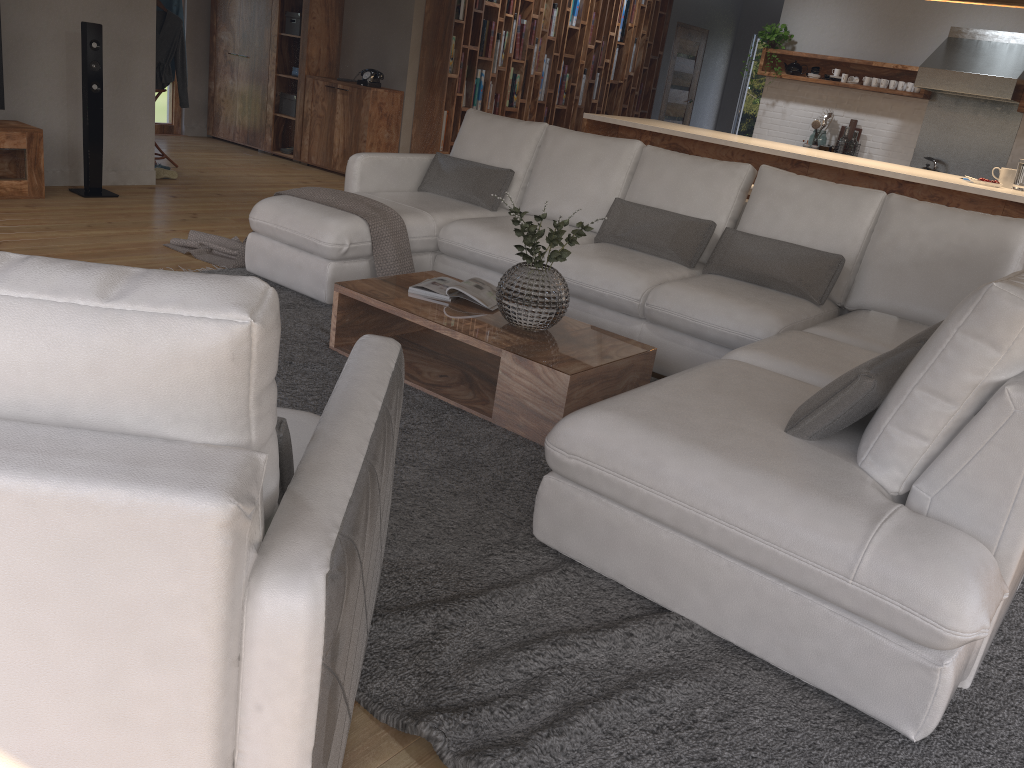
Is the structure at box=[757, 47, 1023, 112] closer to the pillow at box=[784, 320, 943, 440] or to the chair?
the pillow at box=[784, 320, 943, 440]

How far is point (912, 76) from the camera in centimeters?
815cm

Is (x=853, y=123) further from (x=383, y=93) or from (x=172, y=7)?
(x=172, y=7)

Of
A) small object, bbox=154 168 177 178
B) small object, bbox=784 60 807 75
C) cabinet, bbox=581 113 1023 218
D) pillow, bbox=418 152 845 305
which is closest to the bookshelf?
cabinet, bbox=581 113 1023 218

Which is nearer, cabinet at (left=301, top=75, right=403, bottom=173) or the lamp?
the lamp

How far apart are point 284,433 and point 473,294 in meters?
2.2

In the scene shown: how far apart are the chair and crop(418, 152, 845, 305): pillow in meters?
2.6

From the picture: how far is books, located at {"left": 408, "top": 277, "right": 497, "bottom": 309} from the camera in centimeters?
361cm

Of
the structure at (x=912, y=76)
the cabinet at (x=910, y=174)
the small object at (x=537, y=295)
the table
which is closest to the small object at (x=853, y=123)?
the structure at (x=912, y=76)

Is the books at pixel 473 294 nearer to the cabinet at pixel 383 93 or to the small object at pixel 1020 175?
the small object at pixel 1020 175
